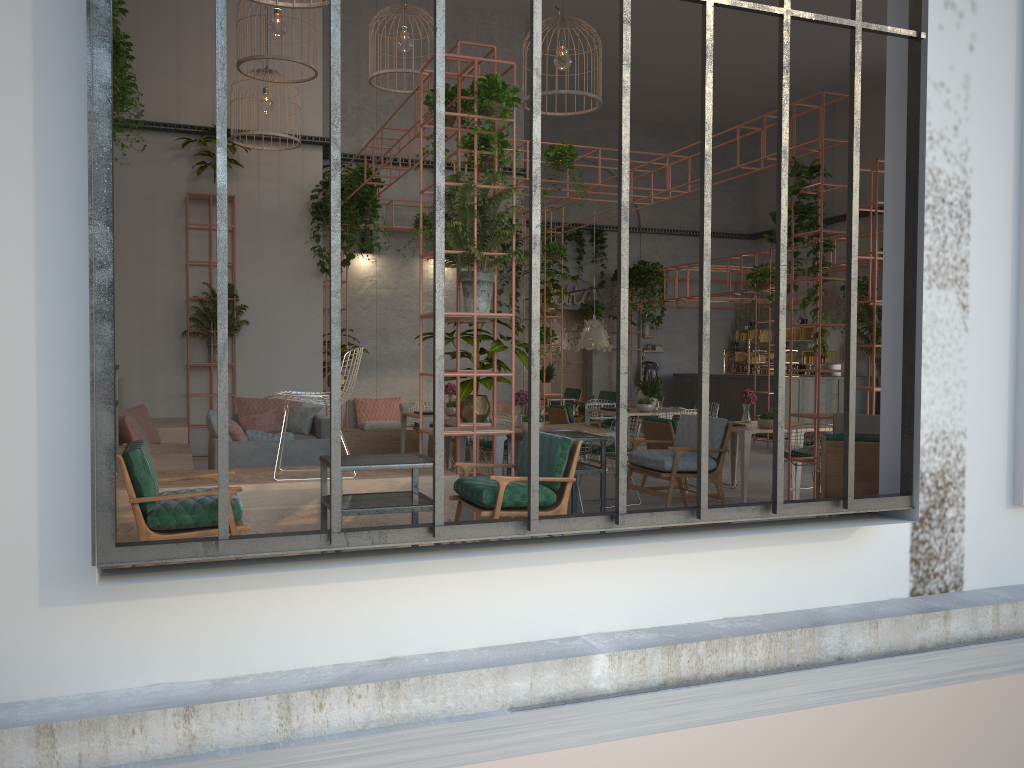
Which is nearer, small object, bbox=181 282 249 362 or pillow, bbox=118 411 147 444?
pillow, bbox=118 411 147 444

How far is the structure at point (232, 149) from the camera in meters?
11.7

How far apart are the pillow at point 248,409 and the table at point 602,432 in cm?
430

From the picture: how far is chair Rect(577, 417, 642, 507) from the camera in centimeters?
945cm

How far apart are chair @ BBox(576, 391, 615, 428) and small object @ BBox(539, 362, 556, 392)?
3.6m

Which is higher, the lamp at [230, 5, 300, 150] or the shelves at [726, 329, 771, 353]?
the lamp at [230, 5, 300, 150]

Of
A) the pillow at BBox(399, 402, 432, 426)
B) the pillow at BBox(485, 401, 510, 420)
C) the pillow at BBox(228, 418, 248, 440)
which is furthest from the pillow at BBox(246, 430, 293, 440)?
the pillow at BBox(485, 401, 510, 420)

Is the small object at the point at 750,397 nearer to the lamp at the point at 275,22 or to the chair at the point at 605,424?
the chair at the point at 605,424

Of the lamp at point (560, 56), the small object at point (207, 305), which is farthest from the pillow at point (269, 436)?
the lamp at point (560, 56)

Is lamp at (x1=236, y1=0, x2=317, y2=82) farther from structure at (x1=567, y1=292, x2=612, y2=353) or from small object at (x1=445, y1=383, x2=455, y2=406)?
structure at (x1=567, y1=292, x2=612, y2=353)
